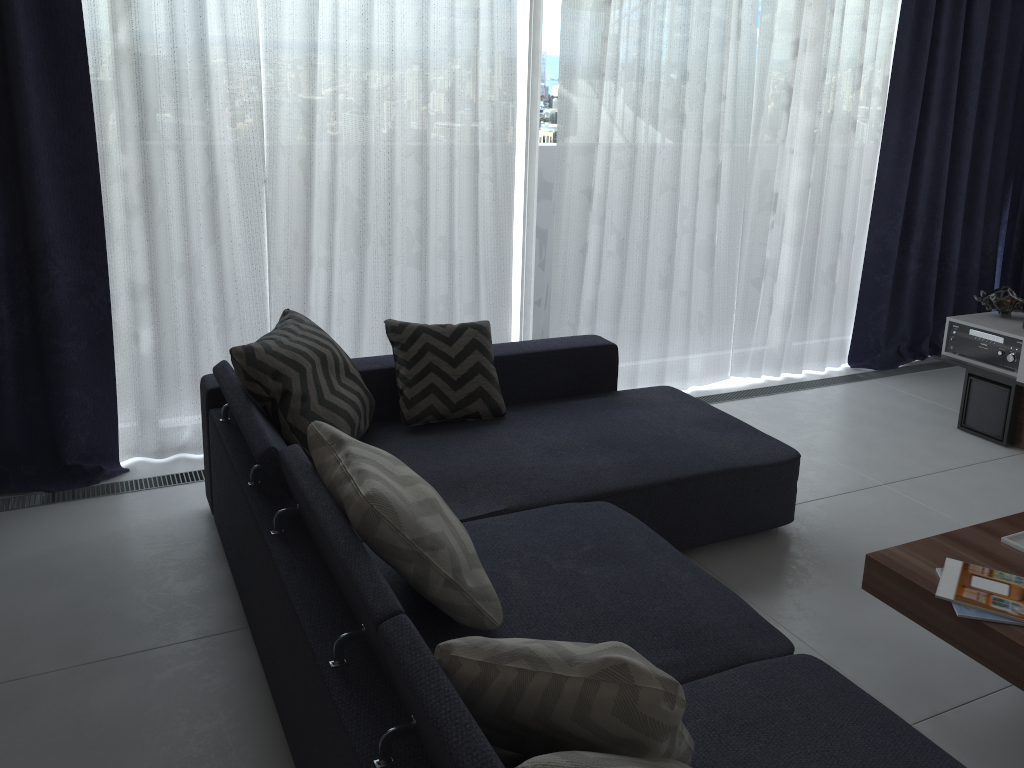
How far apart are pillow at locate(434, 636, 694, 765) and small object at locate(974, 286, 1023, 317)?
3.5m

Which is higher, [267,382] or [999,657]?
[267,382]

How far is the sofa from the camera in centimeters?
161cm

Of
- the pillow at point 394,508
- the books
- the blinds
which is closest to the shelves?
the blinds

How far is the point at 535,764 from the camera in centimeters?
123cm

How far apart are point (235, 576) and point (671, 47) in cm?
300

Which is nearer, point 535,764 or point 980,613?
point 535,764

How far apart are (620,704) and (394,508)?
0.66m

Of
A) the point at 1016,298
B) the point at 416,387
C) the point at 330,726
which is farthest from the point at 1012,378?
the point at 330,726

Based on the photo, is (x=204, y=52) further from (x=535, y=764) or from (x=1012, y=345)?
(x=1012, y=345)
